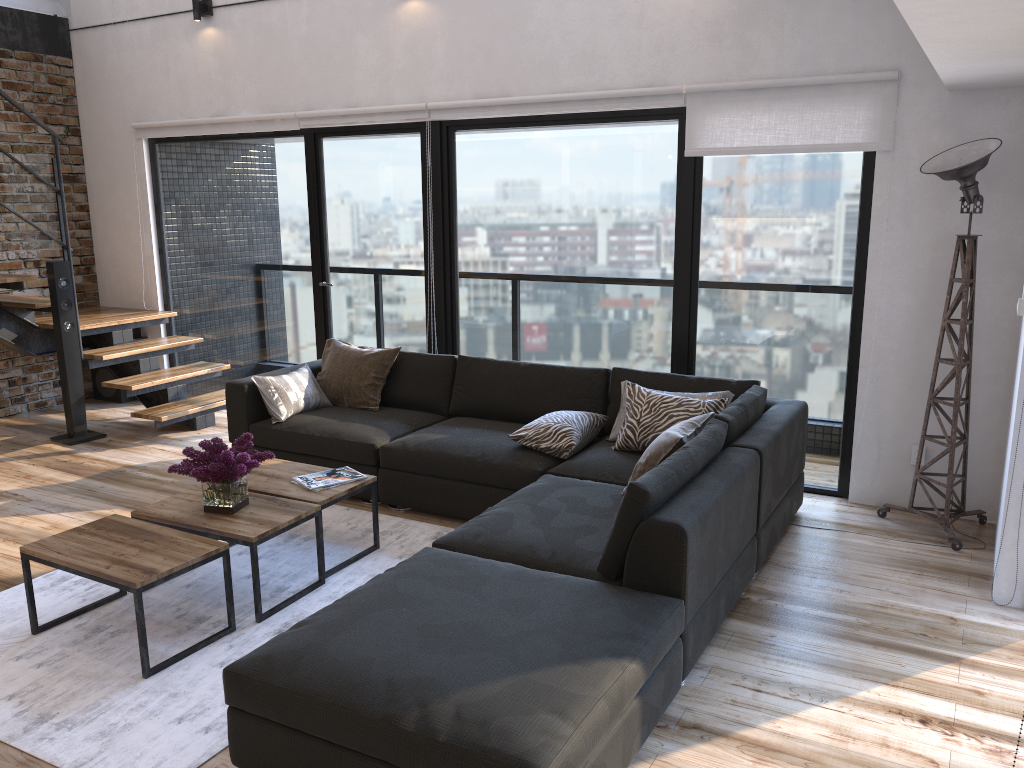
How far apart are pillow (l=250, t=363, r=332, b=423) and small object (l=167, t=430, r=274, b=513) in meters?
1.2 m

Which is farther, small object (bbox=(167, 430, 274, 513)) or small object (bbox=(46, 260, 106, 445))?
small object (bbox=(46, 260, 106, 445))

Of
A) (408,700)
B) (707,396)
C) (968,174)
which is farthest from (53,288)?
(968,174)

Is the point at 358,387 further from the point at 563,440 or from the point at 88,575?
the point at 88,575

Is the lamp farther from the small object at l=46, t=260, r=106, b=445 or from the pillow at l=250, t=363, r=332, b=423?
the small object at l=46, t=260, r=106, b=445

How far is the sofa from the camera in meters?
2.2 m

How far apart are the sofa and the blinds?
1.2m

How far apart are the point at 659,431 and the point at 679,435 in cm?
59

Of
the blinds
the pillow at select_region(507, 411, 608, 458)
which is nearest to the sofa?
the pillow at select_region(507, 411, 608, 458)

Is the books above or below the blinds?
below
